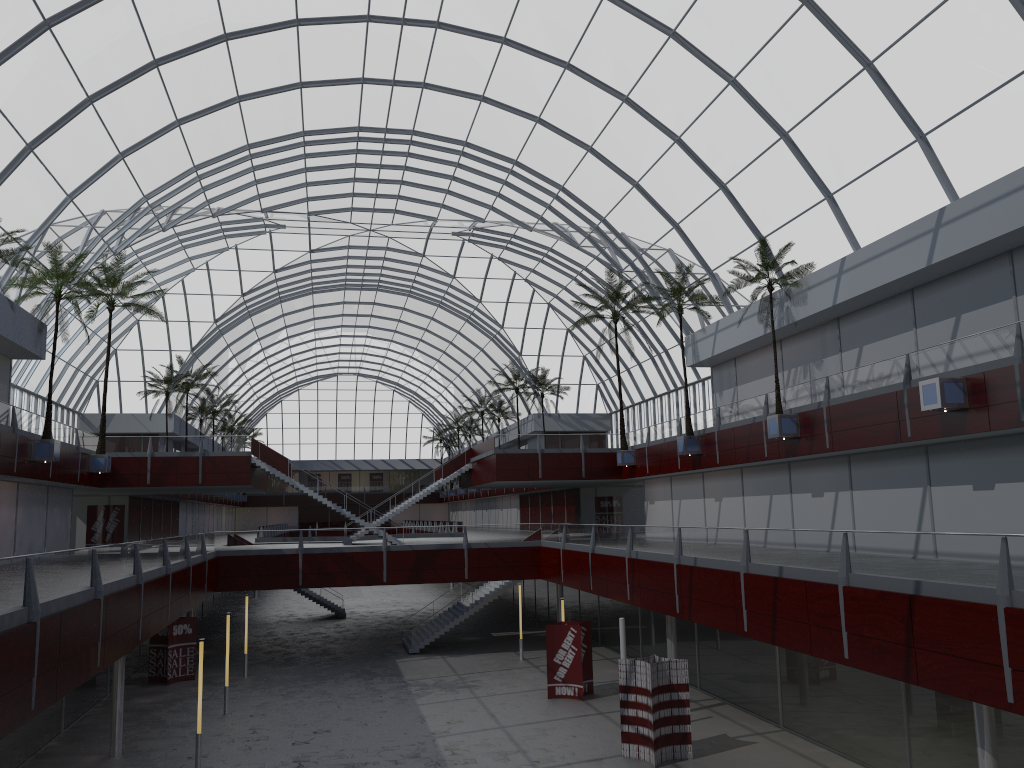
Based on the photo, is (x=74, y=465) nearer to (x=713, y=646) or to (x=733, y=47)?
(x=713, y=646)

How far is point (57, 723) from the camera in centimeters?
3421cm
